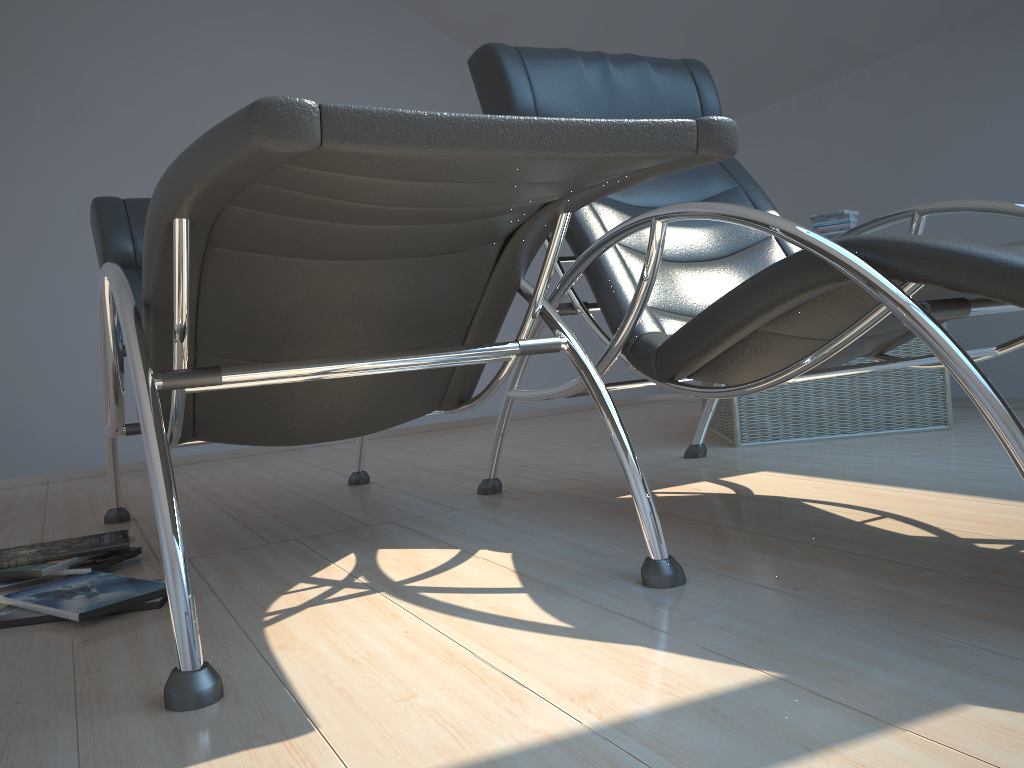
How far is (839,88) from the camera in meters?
4.1

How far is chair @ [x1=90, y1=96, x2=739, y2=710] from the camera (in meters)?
0.98

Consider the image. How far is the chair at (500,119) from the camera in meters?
1.0 m

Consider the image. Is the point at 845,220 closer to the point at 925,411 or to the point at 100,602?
the point at 925,411

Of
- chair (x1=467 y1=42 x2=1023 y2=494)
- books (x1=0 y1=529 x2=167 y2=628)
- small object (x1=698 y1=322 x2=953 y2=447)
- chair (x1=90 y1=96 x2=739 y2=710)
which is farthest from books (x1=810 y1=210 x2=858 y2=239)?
books (x1=0 y1=529 x2=167 y2=628)

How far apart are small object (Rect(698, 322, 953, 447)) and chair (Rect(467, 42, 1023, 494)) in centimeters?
22cm

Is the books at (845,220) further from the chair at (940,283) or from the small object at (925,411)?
the chair at (940,283)

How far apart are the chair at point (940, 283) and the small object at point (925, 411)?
0.2m

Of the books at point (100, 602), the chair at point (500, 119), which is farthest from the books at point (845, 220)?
the books at point (100, 602)

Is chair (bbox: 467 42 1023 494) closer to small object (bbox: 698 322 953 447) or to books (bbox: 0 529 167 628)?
small object (bbox: 698 322 953 447)
